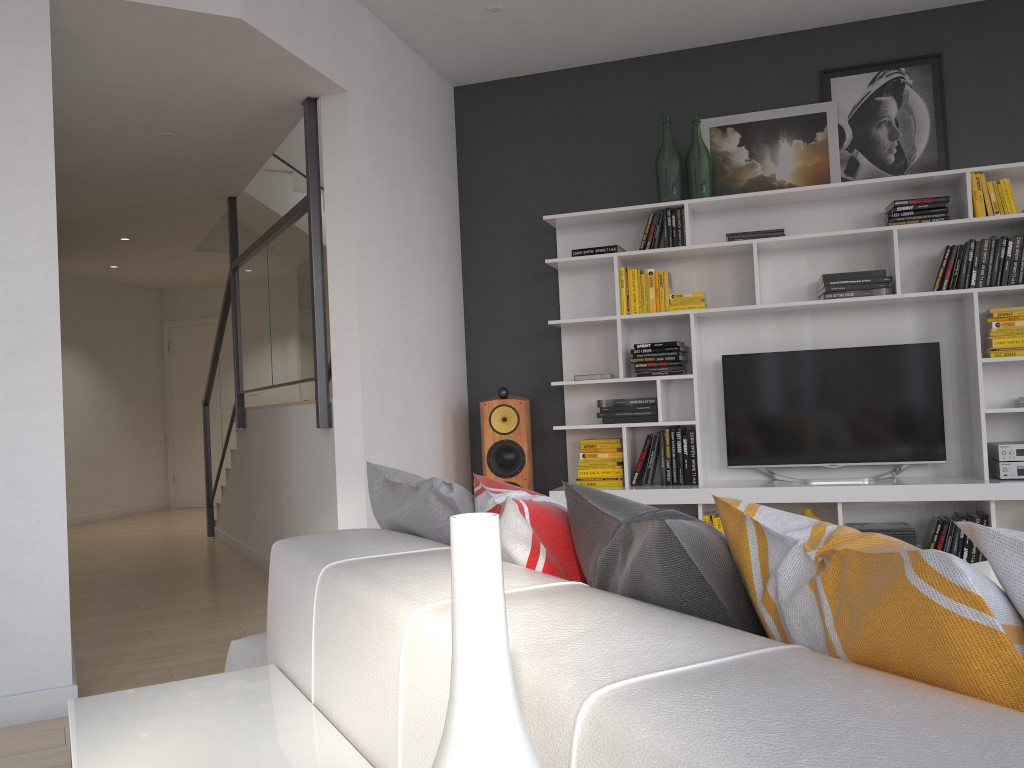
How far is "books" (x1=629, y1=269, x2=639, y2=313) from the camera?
5.0m

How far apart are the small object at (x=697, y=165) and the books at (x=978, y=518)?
2.15m

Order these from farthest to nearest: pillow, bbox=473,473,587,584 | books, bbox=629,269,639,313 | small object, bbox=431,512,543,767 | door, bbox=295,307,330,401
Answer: door, bbox=295,307,330,401 → books, bbox=629,269,639,313 → pillow, bbox=473,473,587,584 → small object, bbox=431,512,543,767

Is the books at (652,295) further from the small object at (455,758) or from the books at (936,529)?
the small object at (455,758)

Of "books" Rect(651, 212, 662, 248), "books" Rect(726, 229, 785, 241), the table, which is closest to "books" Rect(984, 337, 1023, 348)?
"books" Rect(726, 229, 785, 241)

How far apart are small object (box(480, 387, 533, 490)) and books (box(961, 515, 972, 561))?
2.2 meters

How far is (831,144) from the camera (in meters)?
4.86

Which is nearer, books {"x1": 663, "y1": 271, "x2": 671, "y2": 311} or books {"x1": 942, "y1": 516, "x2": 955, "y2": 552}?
books {"x1": 942, "y1": 516, "x2": 955, "y2": 552}

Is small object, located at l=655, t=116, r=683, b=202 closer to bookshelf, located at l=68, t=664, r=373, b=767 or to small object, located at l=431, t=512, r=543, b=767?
bookshelf, located at l=68, t=664, r=373, b=767

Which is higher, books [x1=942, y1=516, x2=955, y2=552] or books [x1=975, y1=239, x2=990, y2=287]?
books [x1=975, y1=239, x2=990, y2=287]
